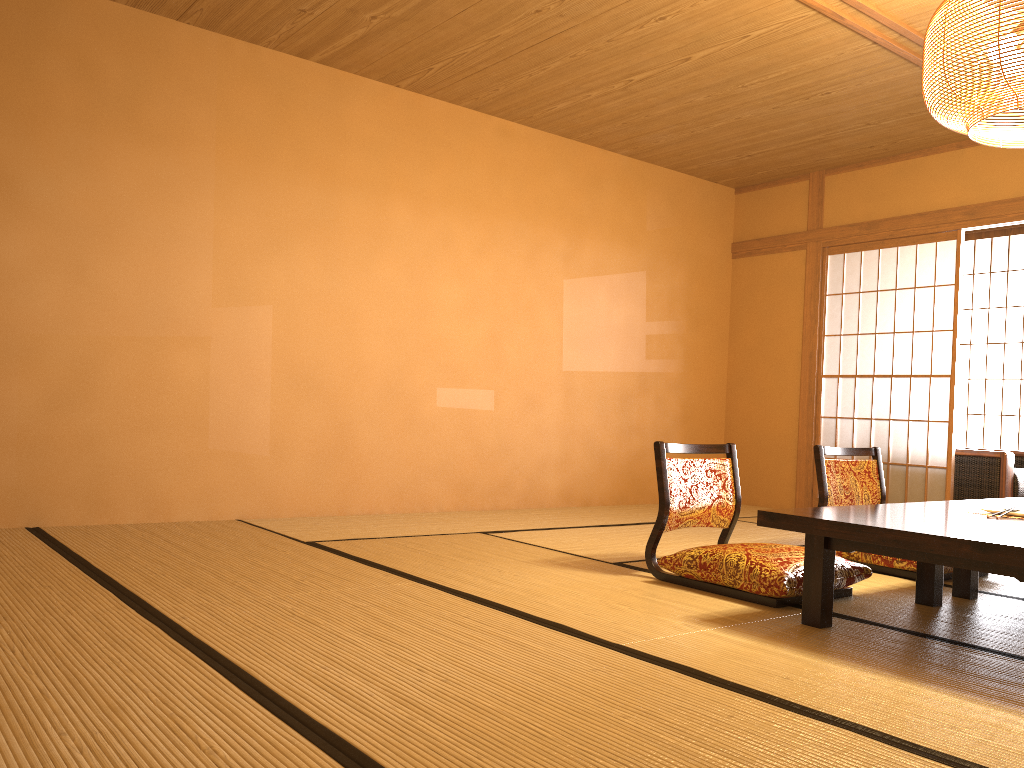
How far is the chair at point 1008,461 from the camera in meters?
5.7 m

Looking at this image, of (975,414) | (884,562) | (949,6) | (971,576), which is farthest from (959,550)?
(975,414)

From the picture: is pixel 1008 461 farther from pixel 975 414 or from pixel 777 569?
pixel 777 569

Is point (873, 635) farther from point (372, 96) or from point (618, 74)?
point (372, 96)

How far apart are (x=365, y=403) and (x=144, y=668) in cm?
311

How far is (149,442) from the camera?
4.37m

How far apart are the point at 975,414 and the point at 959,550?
5.49m

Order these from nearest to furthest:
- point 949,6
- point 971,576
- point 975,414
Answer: point 949,6
point 971,576
point 975,414

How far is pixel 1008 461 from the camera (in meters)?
5.72

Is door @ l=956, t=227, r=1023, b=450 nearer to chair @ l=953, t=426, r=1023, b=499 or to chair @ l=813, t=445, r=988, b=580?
chair @ l=953, t=426, r=1023, b=499
